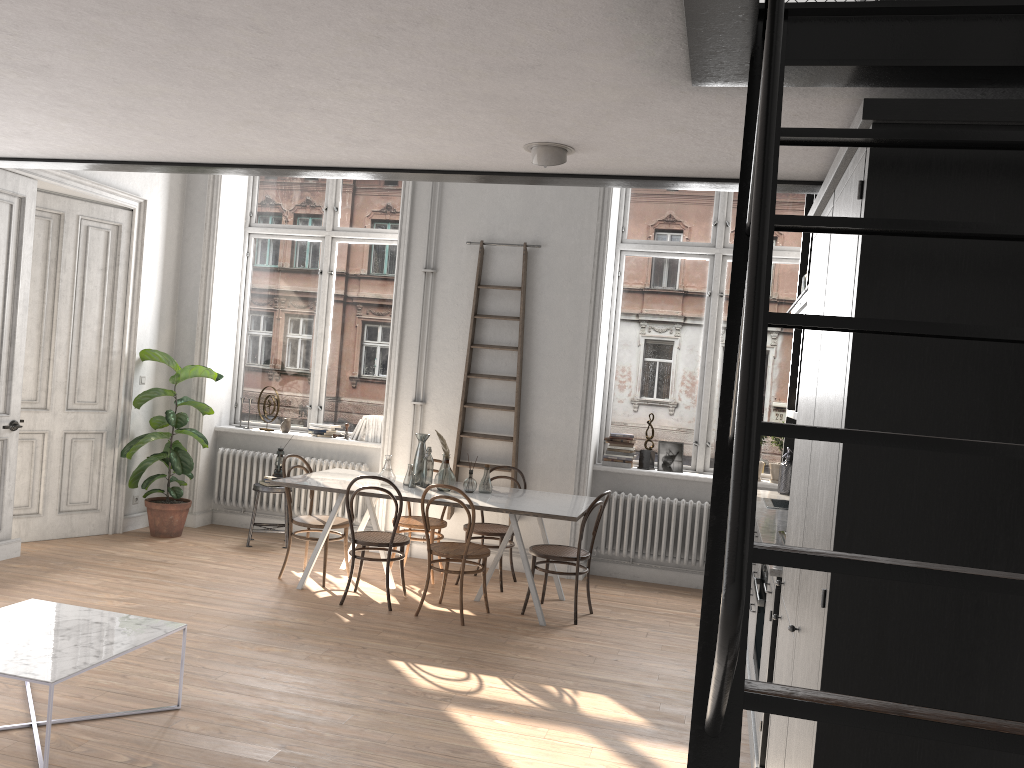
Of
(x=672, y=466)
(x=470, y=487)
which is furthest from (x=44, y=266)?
(x=672, y=466)

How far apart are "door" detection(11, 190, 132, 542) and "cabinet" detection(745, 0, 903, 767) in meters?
5.4 m

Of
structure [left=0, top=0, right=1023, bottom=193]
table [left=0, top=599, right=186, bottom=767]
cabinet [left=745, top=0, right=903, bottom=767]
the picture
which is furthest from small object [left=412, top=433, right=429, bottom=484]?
structure [left=0, top=0, right=1023, bottom=193]

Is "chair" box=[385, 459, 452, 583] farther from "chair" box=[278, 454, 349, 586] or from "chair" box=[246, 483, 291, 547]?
"chair" box=[246, 483, 291, 547]

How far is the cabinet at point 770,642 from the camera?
3.70m

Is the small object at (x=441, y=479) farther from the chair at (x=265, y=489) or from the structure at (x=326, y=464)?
the chair at (x=265, y=489)

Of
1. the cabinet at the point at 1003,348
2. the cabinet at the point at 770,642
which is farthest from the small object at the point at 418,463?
the cabinet at the point at 1003,348

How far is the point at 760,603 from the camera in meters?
4.2 m

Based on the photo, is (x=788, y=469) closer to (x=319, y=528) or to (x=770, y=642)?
(x=770, y=642)

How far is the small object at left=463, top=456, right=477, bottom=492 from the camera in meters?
6.5
